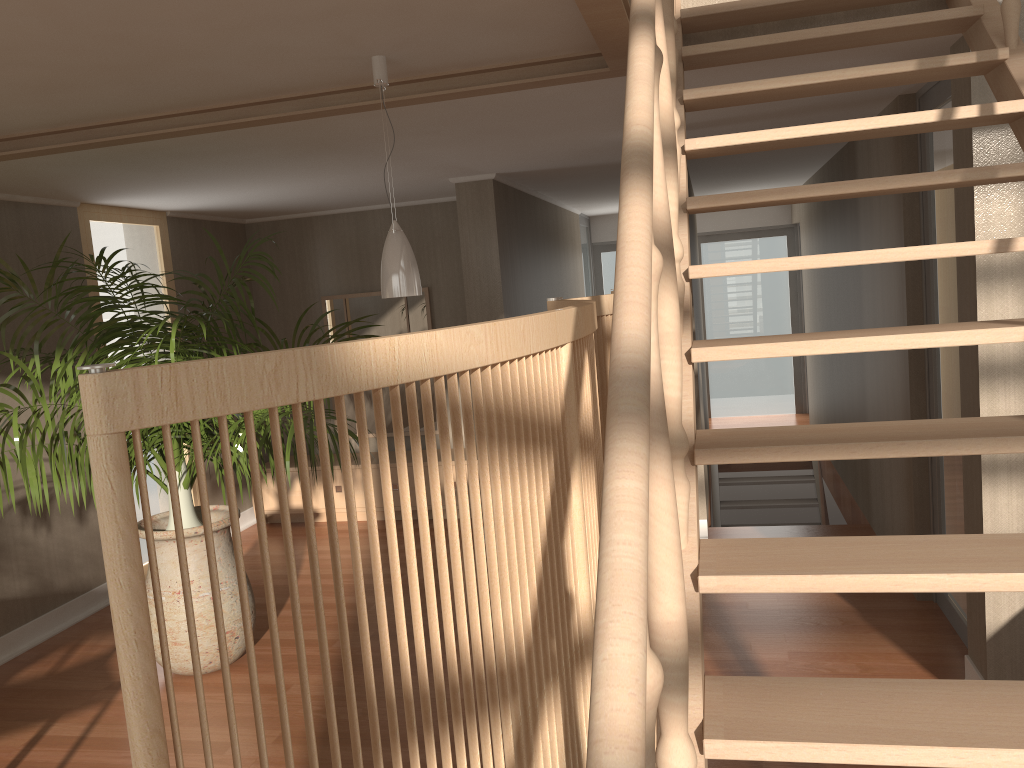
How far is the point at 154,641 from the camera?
4.0m

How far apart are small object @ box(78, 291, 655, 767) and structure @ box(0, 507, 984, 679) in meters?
2.1

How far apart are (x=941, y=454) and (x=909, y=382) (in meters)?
2.89

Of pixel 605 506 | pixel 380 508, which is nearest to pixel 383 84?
pixel 605 506

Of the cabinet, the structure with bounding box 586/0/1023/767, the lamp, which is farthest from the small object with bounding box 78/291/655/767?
the cabinet

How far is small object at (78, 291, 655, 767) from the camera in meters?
0.7 m

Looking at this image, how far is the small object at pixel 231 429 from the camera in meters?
3.7 m

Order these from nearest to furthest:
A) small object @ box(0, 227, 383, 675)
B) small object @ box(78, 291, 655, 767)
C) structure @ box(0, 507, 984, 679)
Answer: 1. small object @ box(78, 291, 655, 767)
2. small object @ box(0, 227, 383, 675)
3. structure @ box(0, 507, 984, 679)

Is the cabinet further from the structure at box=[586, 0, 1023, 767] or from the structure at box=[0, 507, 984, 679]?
the structure at box=[586, 0, 1023, 767]

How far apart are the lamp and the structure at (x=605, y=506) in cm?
96
